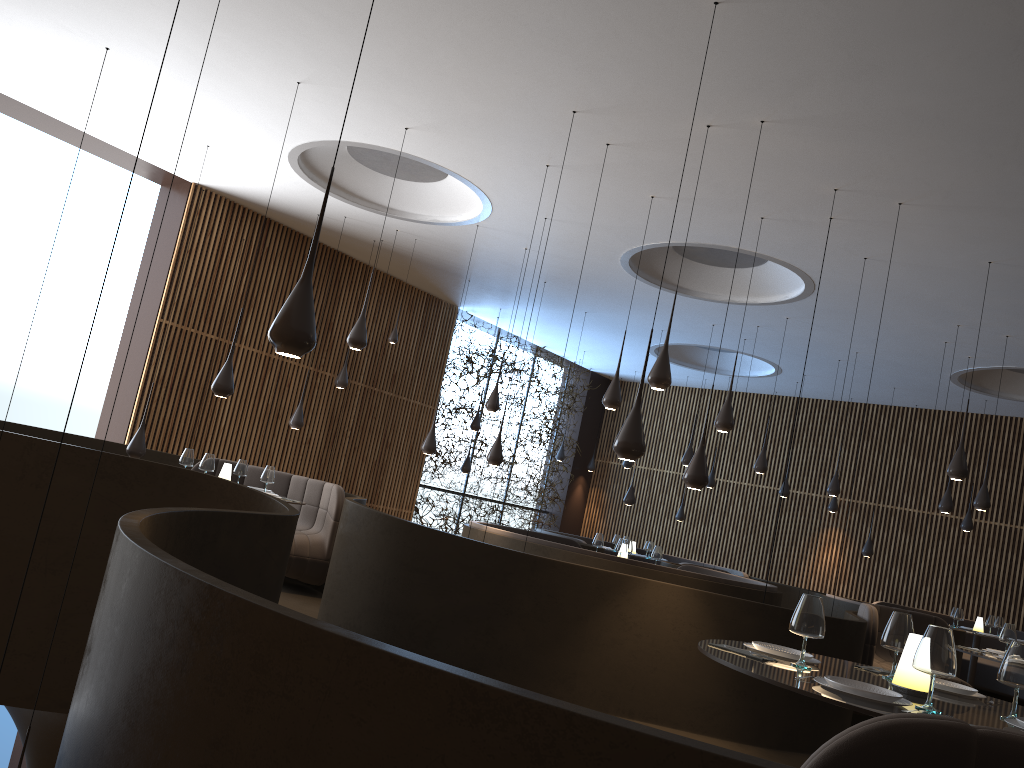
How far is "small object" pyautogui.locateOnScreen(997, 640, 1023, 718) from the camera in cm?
327

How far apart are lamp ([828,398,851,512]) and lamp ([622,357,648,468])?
3.9m

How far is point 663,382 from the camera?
7.0 meters

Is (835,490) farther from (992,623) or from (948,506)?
(992,623)

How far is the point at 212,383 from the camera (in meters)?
12.49

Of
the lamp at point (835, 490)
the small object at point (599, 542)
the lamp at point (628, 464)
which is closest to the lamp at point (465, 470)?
the lamp at point (628, 464)

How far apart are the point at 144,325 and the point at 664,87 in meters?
8.1 m

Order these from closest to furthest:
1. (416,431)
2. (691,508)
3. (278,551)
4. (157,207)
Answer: (278,551), (157,207), (416,431), (691,508)

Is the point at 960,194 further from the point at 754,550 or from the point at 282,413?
the point at 754,550

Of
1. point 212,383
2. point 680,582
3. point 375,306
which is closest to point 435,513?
point 375,306
